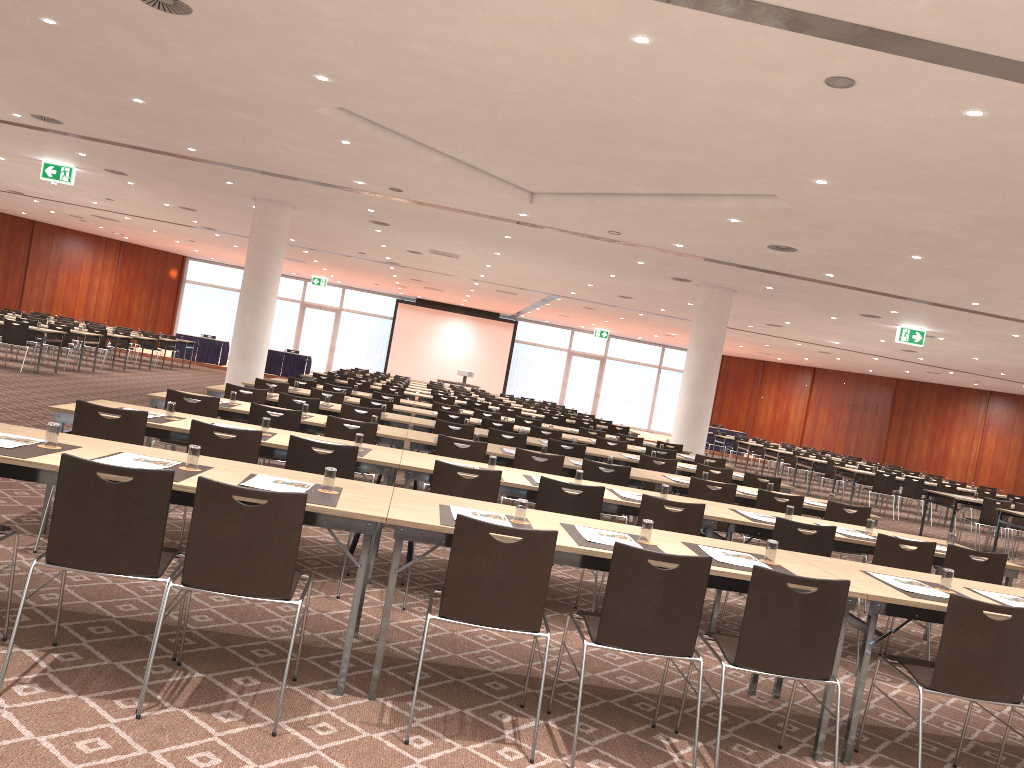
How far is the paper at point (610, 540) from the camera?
4.3 meters

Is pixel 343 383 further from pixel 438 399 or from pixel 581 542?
pixel 581 542

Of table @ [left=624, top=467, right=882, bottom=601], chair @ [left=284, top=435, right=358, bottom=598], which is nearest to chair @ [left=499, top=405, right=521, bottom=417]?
table @ [left=624, top=467, right=882, bottom=601]

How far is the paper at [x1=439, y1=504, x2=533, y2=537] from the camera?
4.1 meters

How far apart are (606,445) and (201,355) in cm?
2144

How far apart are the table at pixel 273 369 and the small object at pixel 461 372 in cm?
522

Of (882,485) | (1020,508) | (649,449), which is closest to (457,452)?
(649,449)

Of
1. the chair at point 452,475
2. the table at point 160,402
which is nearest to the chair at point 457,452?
the table at point 160,402

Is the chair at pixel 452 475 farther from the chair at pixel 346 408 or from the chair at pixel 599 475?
the chair at pixel 346 408

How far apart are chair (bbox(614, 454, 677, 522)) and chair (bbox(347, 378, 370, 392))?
8.3 meters
